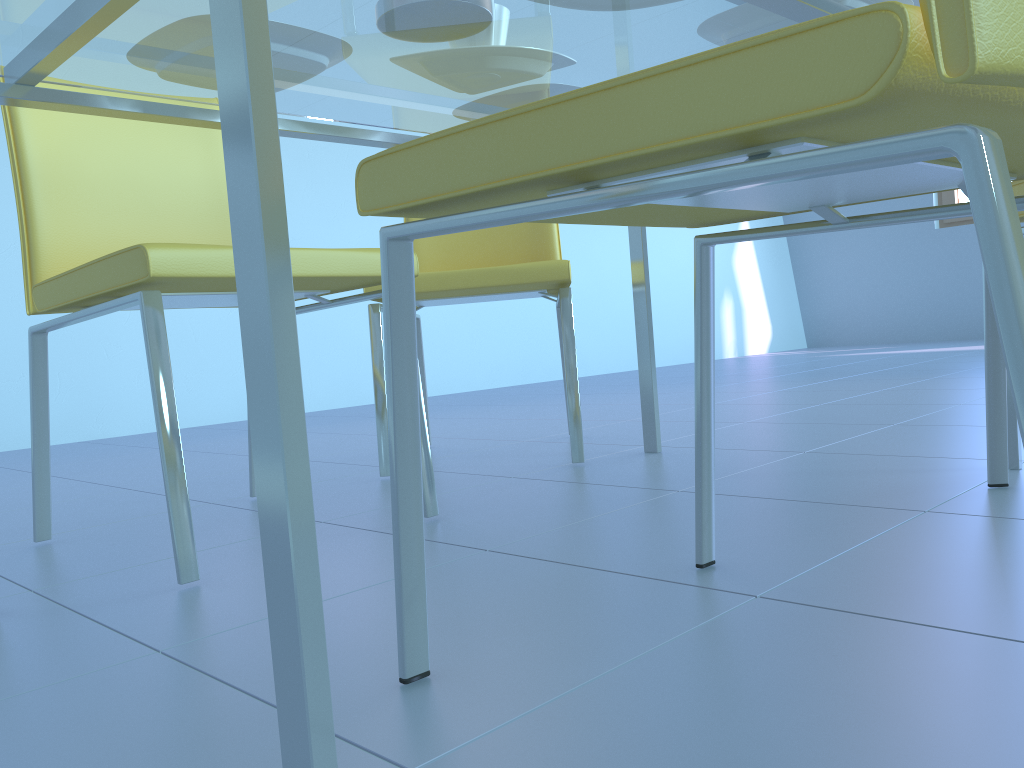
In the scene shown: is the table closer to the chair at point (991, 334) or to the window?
the chair at point (991, 334)

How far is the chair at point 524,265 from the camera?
1.6 meters

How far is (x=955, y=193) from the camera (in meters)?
5.57

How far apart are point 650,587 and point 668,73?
0.5m

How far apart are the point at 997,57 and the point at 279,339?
0.34m

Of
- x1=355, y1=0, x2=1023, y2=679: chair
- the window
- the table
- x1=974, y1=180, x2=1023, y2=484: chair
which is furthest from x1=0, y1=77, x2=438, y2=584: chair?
the window

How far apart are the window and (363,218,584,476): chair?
4.5 meters

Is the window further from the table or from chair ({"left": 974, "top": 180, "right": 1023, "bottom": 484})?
chair ({"left": 974, "top": 180, "right": 1023, "bottom": 484})

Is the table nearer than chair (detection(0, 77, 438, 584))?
Yes

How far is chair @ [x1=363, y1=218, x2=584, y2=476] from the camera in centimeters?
162cm
